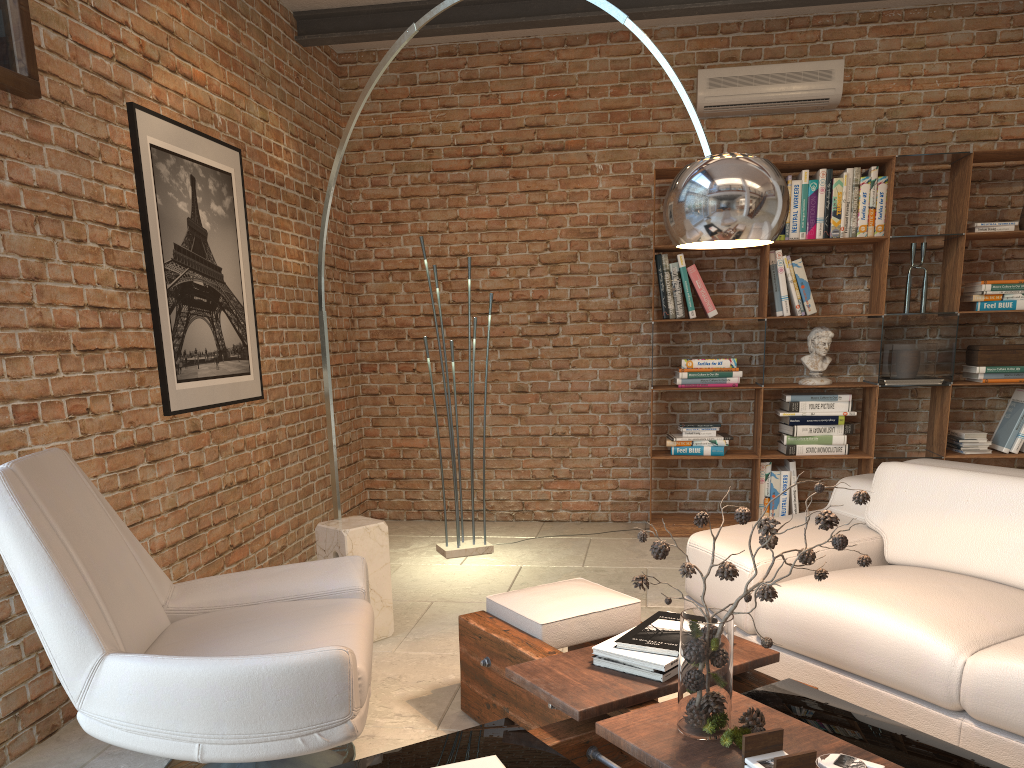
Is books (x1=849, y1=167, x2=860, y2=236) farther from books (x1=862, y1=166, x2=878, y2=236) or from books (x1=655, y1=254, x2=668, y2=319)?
books (x1=655, y1=254, x2=668, y2=319)

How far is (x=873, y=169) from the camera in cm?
517

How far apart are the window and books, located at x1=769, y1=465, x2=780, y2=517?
4.4m

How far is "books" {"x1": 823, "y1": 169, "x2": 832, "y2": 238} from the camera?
5.2 meters

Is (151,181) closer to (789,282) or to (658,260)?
(658,260)

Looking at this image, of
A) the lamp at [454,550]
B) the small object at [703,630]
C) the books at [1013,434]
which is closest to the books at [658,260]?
the lamp at [454,550]

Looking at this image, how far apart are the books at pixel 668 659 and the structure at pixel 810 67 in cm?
385

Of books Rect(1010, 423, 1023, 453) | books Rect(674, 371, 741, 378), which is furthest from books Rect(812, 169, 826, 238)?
books Rect(1010, 423, 1023, 453)

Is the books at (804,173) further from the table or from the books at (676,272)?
the table

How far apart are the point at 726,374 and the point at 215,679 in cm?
397
